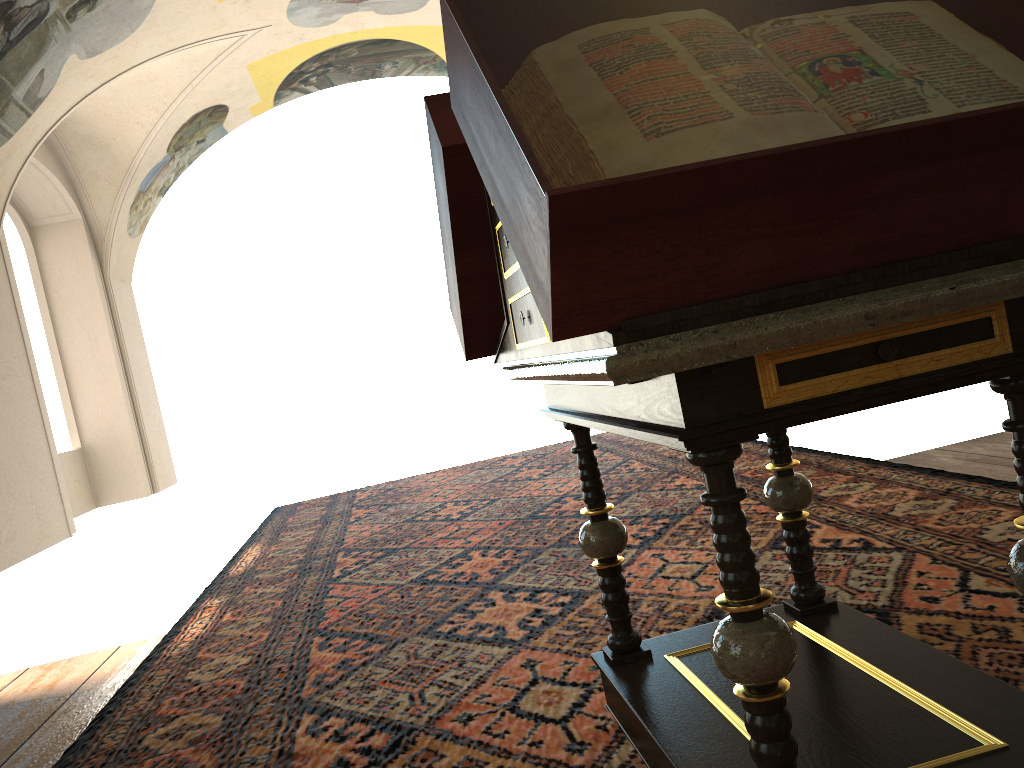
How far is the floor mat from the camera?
3.0m

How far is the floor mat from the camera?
3.0m

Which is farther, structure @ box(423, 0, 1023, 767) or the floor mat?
the floor mat

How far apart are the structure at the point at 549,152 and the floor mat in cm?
3

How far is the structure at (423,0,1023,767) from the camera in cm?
132

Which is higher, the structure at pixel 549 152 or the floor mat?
the structure at pixel 549 152

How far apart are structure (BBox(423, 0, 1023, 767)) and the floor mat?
0.03m

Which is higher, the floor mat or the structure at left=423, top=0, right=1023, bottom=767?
the structure at left=423, top=0, right=1023, bottom=767

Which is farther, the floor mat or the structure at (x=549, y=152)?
the floor mat
